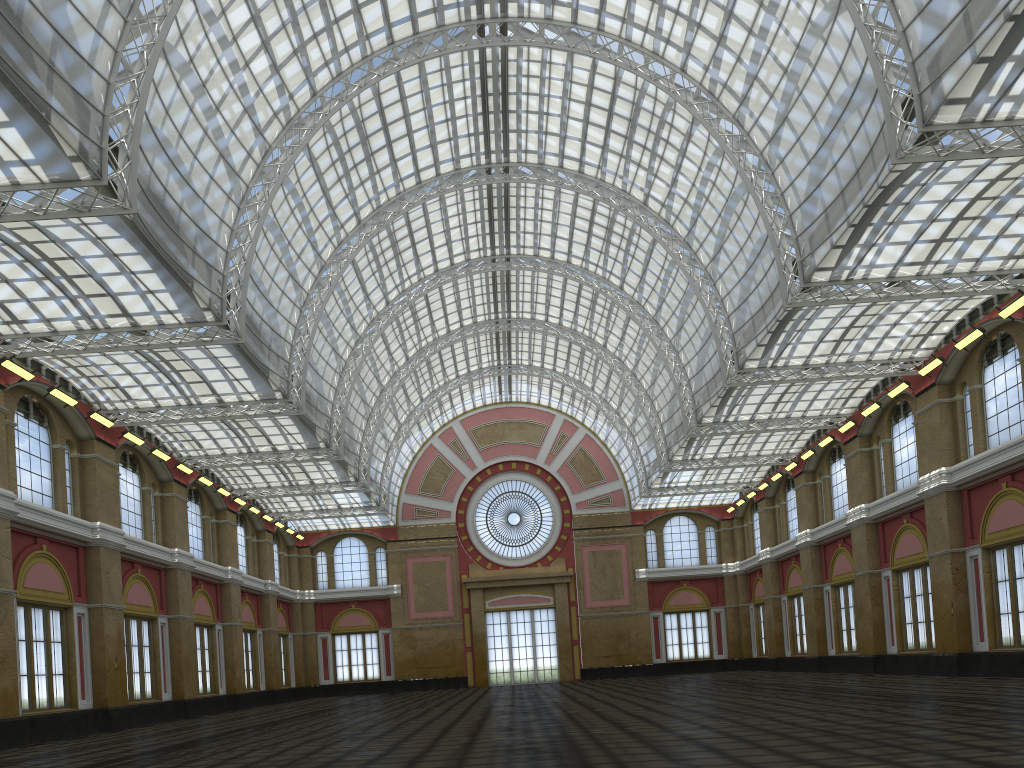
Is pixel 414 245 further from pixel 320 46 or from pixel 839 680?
pixel 839 680
